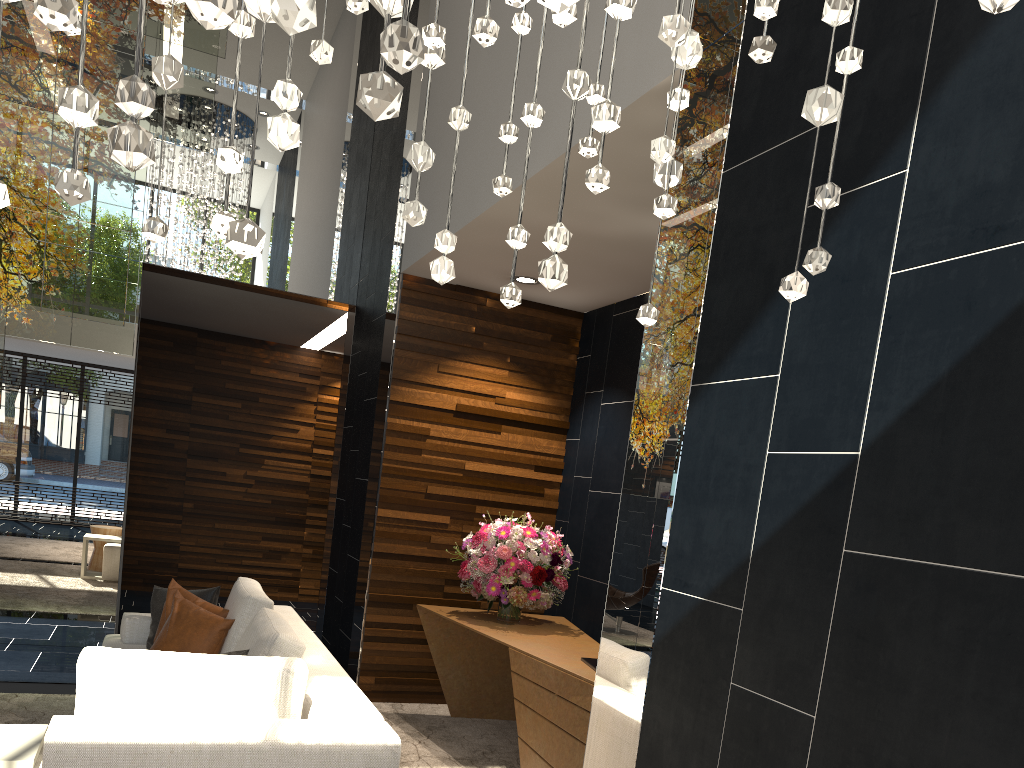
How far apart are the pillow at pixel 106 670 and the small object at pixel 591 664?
1.6m

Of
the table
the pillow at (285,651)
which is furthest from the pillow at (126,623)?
the table

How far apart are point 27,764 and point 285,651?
0.88m

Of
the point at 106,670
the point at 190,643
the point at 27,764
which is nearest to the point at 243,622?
the point at 190,643

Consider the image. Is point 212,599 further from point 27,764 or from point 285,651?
point 27,764

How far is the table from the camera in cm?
264

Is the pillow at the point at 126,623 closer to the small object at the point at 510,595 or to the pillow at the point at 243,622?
the pillow at the point at 243,622

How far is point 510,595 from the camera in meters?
4.8 m

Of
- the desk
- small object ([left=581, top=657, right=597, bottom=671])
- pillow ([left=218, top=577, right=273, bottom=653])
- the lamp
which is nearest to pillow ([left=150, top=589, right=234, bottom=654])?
pillow ([left=218, top=577, right=273, bottom=653])

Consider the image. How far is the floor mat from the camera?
4.47m
